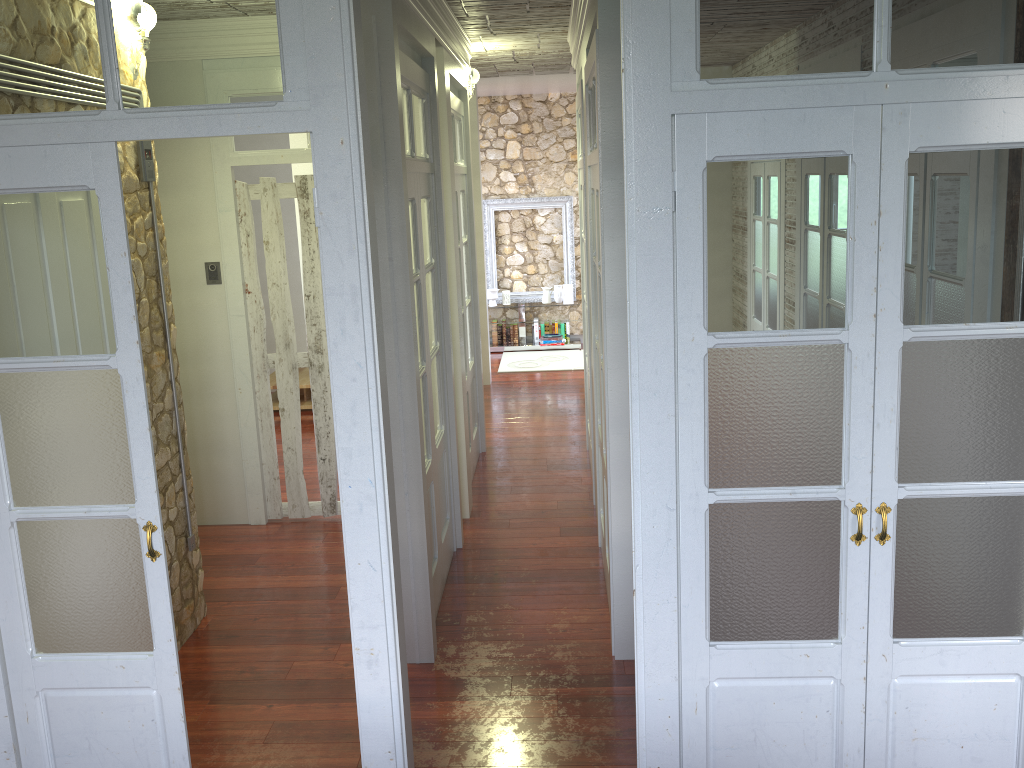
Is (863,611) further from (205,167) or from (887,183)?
(205,167)

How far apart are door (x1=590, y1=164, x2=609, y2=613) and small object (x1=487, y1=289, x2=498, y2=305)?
5.90m

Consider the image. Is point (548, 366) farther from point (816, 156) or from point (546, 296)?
point (816, 156)

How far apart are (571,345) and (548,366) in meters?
1.0

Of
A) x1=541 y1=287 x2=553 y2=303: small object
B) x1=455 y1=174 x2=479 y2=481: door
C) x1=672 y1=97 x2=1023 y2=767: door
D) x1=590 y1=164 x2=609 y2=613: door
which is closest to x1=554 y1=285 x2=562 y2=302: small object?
x1=541 y1=287 x2=553 y2=303: small object

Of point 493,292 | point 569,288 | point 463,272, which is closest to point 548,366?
point 569,288

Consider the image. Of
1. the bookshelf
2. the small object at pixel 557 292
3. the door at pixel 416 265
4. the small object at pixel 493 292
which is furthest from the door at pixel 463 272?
the small object at pixel 557 292

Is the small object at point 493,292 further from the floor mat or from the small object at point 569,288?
the small object at point 569,288

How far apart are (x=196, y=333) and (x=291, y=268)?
3.59m

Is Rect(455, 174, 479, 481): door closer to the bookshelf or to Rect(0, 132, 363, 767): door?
the bookshelf
